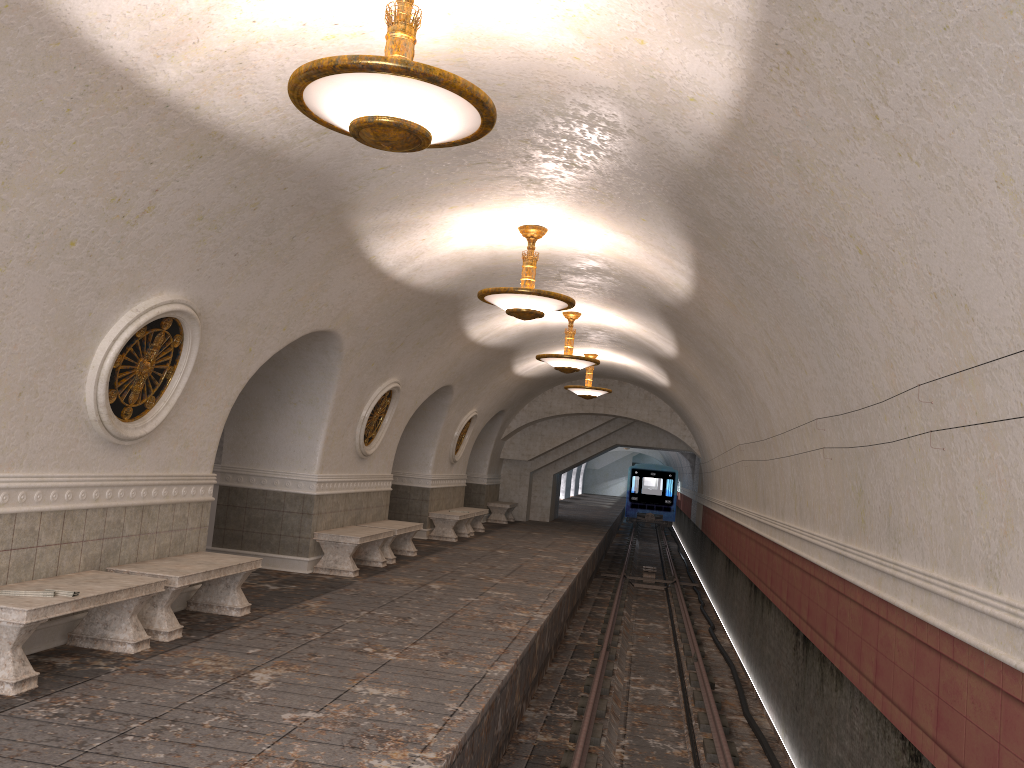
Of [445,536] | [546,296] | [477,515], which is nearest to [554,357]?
[546,296]

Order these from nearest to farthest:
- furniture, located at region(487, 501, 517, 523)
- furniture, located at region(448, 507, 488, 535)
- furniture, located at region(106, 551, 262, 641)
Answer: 1. furniture, located at region(106, 551, 262, 641)
2. furniture, located at region(448, 507, 488, 535)
3. furniture, located at region(487, 501, 517, 523)

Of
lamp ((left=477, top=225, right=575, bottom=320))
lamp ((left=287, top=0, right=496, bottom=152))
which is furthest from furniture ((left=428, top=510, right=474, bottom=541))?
lamp ((left=287, top=0, right=496, bottom=152))

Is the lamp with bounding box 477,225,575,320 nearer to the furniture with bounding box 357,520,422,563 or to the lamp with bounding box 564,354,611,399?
the furniture with bounding box 357,520,422,563

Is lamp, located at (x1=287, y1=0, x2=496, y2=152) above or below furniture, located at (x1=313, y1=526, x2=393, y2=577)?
above

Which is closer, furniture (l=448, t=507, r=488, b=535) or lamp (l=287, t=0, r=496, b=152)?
lamp (l=287, t=0, r=496, b=152)

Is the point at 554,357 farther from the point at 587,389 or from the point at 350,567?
the point at 587,389

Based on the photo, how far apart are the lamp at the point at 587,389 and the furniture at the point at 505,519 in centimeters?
574cm

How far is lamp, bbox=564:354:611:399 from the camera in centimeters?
1817cm

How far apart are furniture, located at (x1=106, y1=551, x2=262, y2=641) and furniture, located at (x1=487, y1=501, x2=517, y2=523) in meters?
15.2 m
